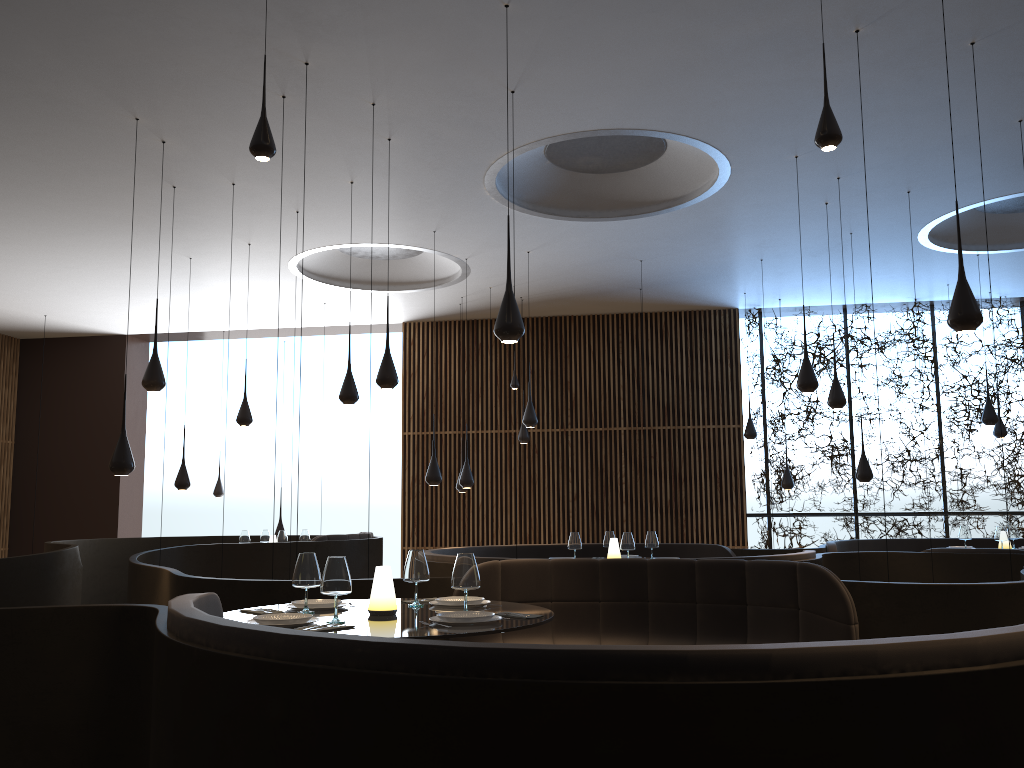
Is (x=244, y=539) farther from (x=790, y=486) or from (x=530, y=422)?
(x=790, y=486)

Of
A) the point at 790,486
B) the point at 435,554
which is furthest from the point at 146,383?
the point at 790,486

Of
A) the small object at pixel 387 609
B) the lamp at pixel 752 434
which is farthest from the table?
the lamp at pixel 752 434

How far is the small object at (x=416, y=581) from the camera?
4.65m

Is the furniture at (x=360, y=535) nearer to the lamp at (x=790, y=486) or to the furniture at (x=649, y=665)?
the lamp at (x=790, y=486)

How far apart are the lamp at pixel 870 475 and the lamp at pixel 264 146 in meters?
8.0

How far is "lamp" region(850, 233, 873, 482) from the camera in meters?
10.1 m

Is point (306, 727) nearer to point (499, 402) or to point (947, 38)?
point (947, 38)

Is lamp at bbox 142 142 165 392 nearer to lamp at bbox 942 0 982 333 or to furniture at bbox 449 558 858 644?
furniture at bbox 449 558 858 644

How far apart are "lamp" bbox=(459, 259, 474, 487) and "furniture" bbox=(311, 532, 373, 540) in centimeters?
160cm
